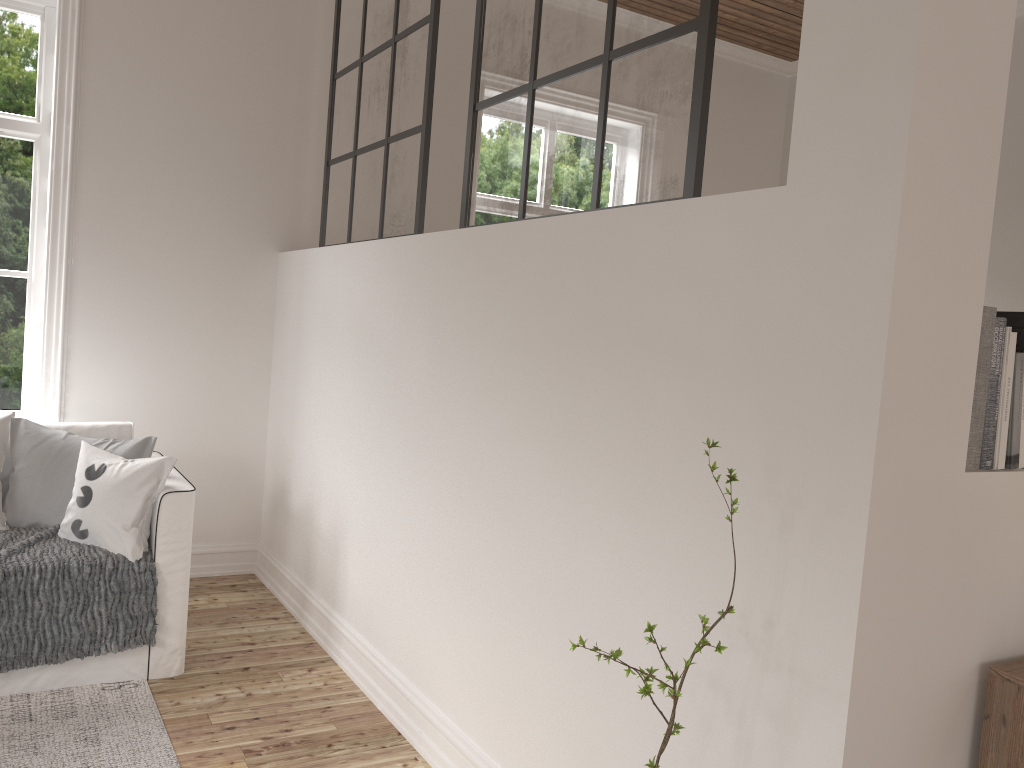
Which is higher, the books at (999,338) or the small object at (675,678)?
the books at (999,338)

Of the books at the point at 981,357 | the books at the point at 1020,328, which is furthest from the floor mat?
the books at the point at 1020,328

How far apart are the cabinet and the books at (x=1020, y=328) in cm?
54

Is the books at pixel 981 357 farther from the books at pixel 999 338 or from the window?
the window

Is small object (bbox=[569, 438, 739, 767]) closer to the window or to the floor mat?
the floor mat

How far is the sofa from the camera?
2.81m

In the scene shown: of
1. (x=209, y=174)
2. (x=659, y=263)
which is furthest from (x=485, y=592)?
(x=209, y=174)

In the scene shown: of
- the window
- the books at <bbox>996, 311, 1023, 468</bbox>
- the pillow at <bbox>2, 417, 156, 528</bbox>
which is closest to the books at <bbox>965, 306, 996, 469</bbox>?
the books at <bbox>996, 311, 1023, 468</bbox>

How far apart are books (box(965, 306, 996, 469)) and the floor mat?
2.1m

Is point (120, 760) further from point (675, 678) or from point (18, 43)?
point (18, 43)
